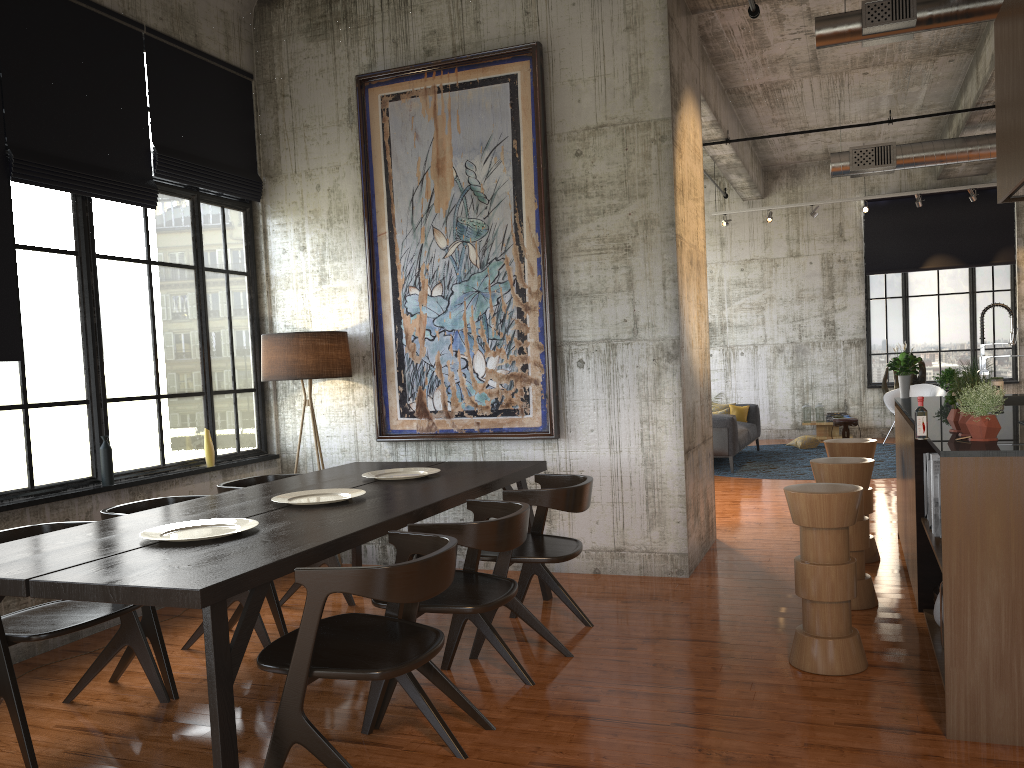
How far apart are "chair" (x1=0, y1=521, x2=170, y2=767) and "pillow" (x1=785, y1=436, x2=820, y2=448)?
12.6m

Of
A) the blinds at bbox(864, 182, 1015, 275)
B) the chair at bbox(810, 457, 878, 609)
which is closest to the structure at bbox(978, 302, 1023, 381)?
the chair at bbox(810, 457, 878, 609)

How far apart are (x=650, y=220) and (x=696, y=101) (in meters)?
1.74

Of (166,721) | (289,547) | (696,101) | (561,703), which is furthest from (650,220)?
(166,721)

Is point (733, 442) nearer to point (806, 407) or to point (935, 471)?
point (806, 407)

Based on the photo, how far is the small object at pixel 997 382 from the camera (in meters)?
7.38

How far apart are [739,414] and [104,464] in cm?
A: 1101

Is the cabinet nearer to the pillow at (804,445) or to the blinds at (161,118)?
the blinds at (161,118)

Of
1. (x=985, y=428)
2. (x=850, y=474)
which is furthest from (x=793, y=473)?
(x=985, y=428)

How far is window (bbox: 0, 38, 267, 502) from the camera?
5.8 meters
